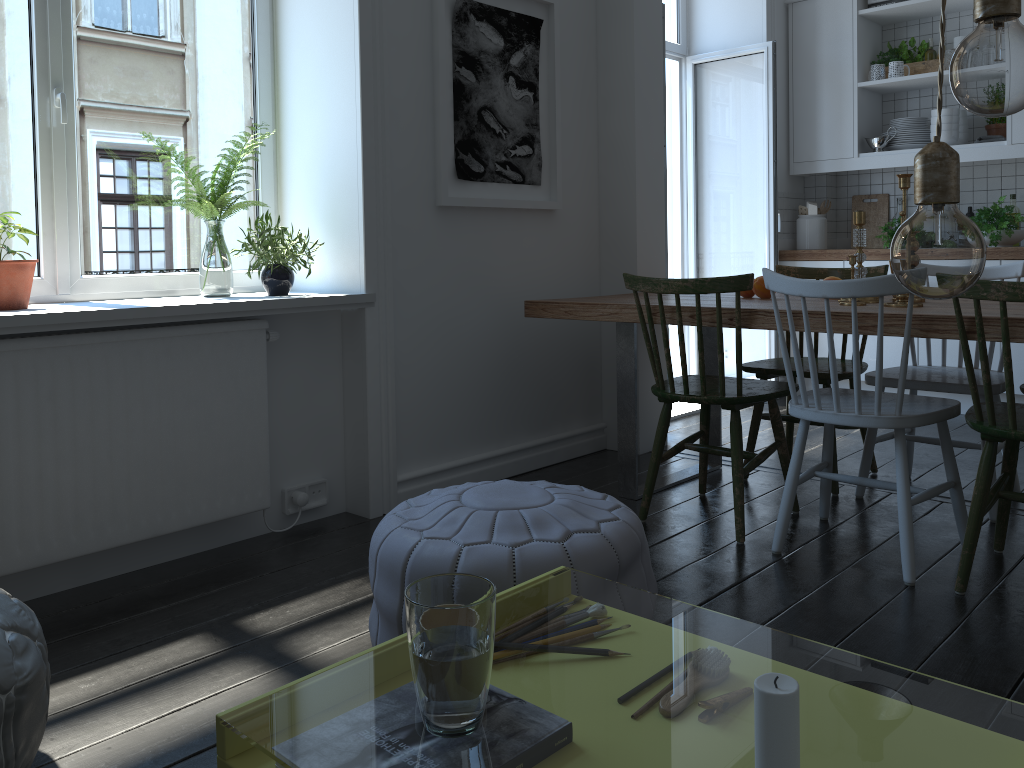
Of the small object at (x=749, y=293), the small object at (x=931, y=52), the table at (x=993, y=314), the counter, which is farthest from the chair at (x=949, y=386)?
the small object at (x=931, y=52)

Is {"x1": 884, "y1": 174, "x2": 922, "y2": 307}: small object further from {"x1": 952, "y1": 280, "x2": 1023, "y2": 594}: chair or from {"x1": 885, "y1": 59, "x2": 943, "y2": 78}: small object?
{"x1": 885, "y1": 59, "x2": 943, "y2": 78}: small object

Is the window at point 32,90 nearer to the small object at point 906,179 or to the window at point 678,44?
the small object at point 906,179

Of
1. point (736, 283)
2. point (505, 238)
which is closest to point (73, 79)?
point (505, 238)

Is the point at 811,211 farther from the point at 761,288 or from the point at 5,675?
the point at 5,675

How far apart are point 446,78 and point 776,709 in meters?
2.9

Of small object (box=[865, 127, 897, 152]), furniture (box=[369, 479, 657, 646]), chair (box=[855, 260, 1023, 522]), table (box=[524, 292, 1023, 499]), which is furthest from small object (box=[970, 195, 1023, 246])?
furniture (box=[369, 479, 657, 646])

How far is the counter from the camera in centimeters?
436cm

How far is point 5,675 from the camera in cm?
140

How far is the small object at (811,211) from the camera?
5.3 meters
